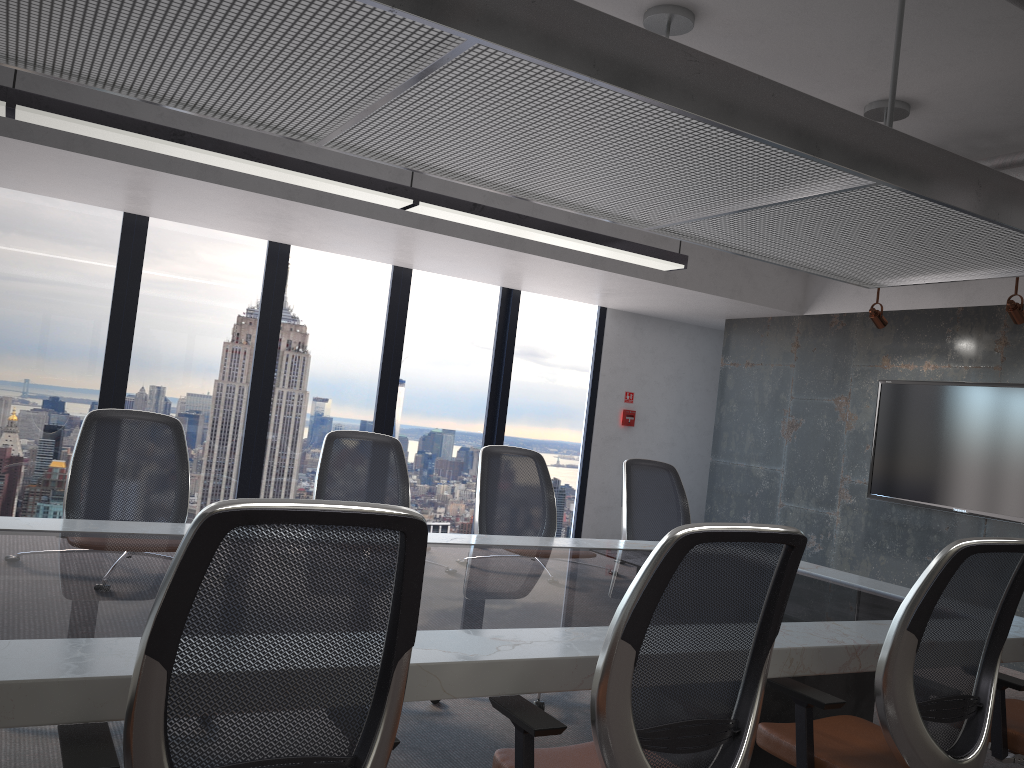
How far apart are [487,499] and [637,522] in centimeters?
98cm

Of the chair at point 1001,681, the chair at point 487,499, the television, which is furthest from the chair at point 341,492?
the television

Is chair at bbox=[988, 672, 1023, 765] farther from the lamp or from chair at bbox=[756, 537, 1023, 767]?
the lamp

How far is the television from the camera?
6.2 meters

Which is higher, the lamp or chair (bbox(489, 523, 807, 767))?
the lamp

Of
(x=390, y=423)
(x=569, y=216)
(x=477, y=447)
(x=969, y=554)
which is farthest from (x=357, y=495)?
(x=477, y=447)

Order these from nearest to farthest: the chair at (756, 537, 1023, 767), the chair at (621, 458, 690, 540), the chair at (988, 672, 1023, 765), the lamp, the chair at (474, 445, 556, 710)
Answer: the chair at (756, 537, 1023, 767)
the chair at (988, 672, 1023, 765)
the lamp
the chair at (474, 445, 556, 710)
the chair at (621, 458, 690, 540)

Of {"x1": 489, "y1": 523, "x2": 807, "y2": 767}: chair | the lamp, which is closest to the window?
the lamp

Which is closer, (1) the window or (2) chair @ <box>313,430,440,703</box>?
(2) chair @ <box>313,430,440,703</box>

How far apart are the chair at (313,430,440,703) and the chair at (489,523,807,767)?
2.13m
